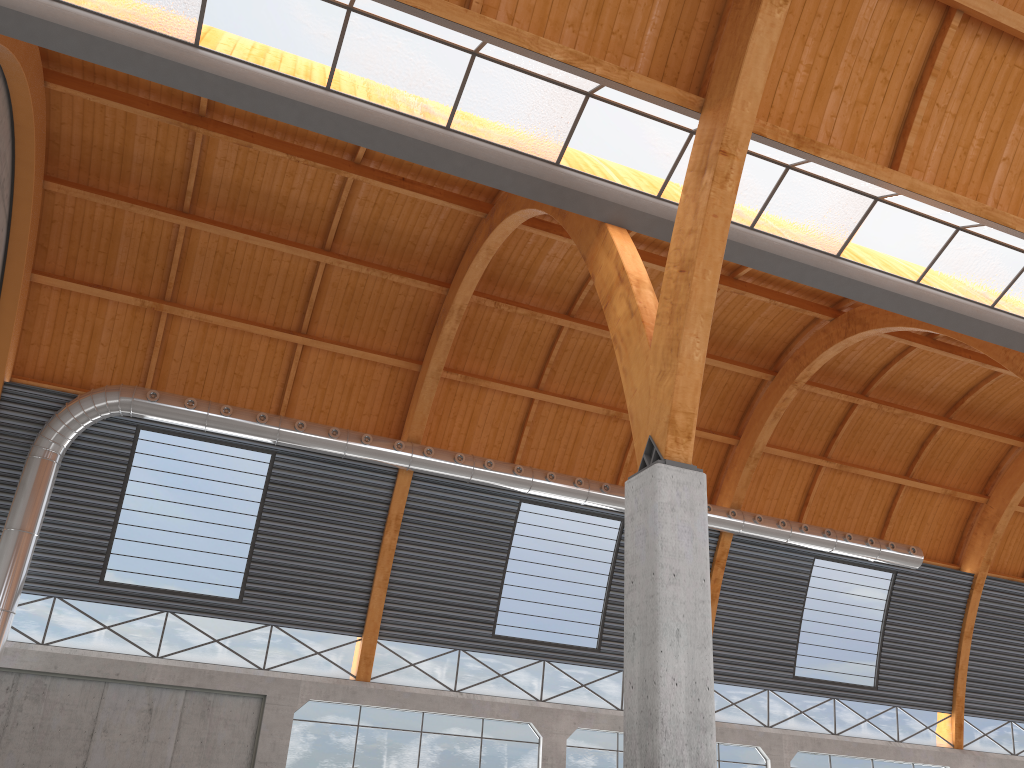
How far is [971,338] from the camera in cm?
3242
